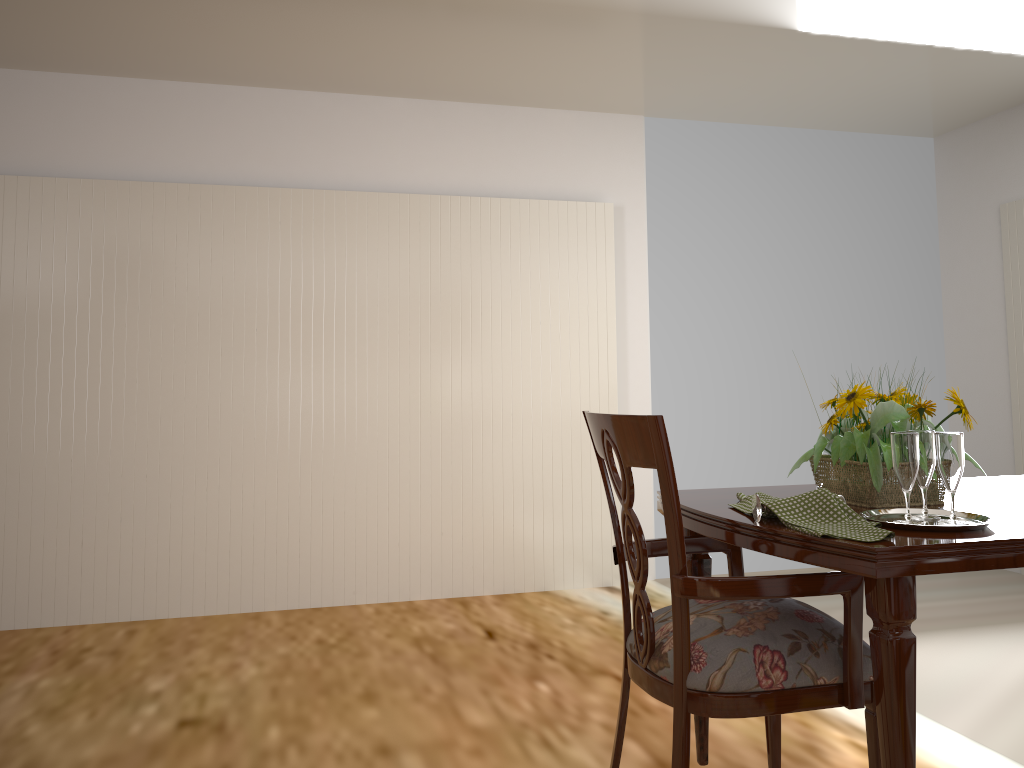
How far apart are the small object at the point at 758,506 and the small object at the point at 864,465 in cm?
26

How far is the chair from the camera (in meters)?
1.41

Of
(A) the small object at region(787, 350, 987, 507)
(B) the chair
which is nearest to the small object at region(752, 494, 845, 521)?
(B) the chair

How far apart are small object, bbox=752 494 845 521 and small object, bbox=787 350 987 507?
0.3m

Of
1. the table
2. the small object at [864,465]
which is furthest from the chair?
the small object at [864,465]

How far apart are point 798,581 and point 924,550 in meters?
0.2

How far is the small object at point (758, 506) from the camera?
1.5m

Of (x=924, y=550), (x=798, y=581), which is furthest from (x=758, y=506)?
(x=924, y=550)

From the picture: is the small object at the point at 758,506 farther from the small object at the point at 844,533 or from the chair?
the chair

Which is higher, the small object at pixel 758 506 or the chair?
the small object at pixel 758 506
